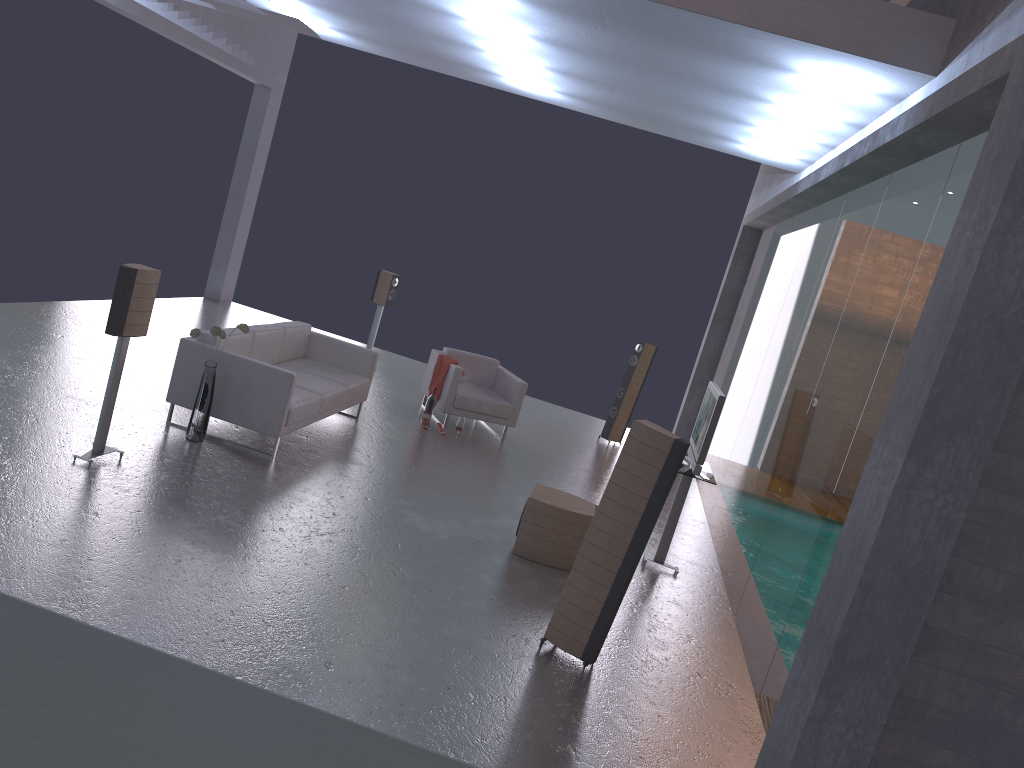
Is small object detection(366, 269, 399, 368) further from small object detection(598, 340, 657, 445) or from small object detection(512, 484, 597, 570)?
small object detection(512, 484, 597, 570)

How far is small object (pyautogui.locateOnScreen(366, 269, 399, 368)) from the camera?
12.2 meters

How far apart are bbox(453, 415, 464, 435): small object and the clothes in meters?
0.6

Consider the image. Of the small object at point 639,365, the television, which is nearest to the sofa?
the television

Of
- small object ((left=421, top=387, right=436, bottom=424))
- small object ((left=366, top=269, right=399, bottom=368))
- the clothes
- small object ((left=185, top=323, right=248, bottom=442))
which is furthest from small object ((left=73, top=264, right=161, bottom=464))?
small object ((left=366, top=269, right=399, bottom=368))

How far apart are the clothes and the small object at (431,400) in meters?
0.3

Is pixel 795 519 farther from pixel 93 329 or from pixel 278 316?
pixel 278 316

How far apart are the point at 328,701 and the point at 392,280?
8.68m

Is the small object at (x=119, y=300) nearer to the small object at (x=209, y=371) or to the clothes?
the small object at (x=209, y=371)

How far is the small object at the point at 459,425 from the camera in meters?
10.0 m
